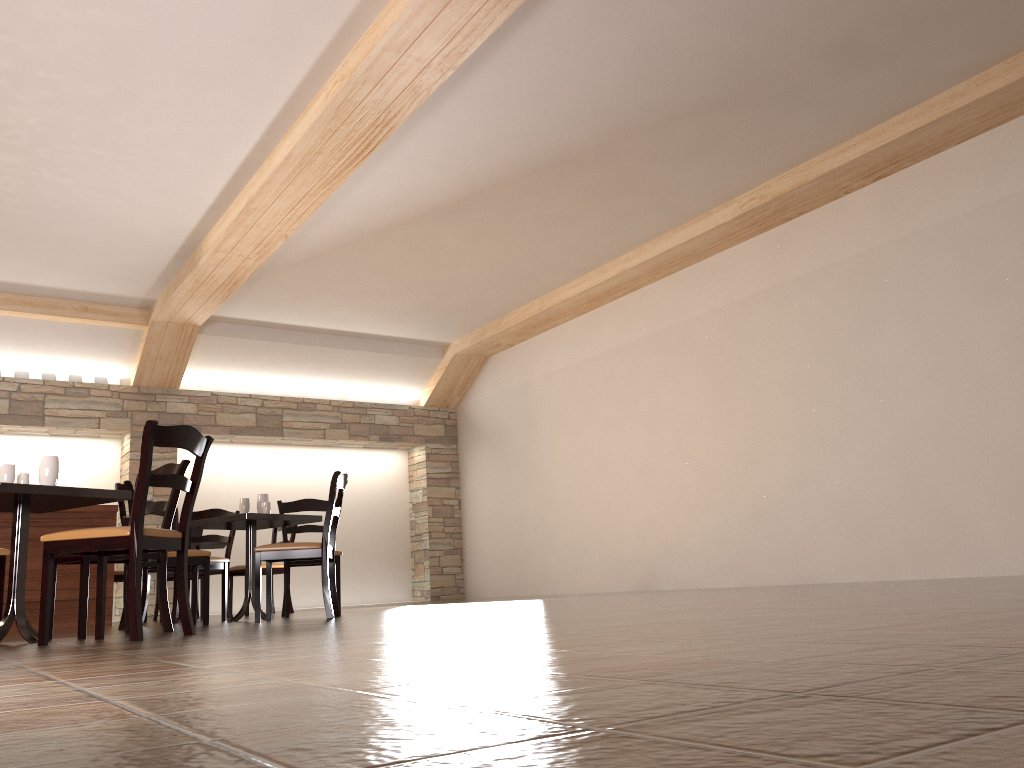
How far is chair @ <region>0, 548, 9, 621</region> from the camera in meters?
4.2

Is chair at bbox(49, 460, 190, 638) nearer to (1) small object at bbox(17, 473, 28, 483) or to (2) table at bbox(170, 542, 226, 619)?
(1) small object at bbox(17, 473, 28, 483)

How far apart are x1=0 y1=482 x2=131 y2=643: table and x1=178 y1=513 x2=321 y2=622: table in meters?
1.3 m

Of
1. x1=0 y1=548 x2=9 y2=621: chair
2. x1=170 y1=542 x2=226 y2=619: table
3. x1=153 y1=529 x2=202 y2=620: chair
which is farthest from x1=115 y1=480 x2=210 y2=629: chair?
x1=153 y1=529 x2=202 y2=620: chair

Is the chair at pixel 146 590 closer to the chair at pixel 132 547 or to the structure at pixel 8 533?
the structure at pixel 8 533

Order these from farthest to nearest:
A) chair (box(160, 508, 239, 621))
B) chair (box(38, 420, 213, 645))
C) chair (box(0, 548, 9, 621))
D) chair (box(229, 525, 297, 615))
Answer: chair (box(229, 525, 297, 615)), chair (box(160, 508, 239, 621)), chair (box(0, 548, 9, 621)), chair (box(38, 420, 213, 645))

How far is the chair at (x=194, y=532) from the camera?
8.50m

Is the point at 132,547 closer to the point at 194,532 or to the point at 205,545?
the point at 205,545

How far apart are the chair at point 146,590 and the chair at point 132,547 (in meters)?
2.29

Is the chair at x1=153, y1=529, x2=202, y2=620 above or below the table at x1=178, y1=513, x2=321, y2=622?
above
